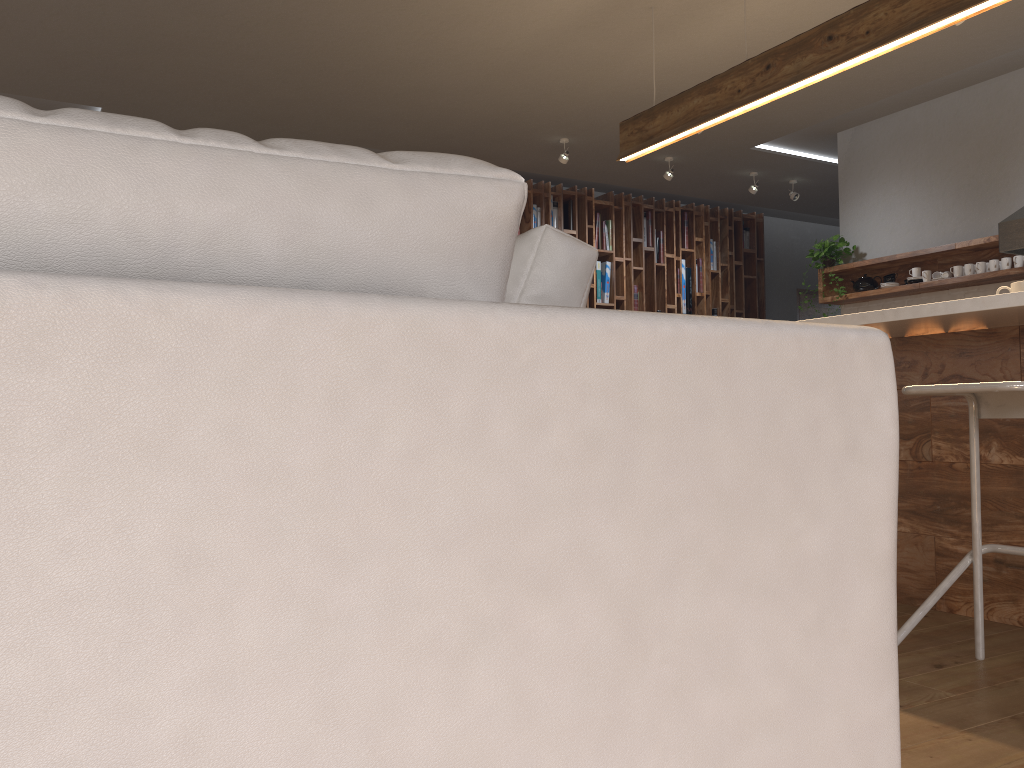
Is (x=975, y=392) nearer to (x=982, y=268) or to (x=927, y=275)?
(x=982, y=268)

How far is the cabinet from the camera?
2.69m

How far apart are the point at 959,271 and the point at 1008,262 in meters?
0.3 m

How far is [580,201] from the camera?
7.9 meters

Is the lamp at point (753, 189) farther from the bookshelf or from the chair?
the chair

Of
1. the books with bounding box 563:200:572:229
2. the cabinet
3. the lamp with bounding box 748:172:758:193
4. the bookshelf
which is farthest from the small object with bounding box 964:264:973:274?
the books with bounding box 563:200:572:229

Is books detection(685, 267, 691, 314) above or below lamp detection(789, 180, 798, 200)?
below

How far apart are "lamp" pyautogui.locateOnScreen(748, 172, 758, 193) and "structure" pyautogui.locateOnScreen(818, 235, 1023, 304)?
1.3 meters

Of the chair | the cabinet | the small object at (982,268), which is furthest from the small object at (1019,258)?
the chair

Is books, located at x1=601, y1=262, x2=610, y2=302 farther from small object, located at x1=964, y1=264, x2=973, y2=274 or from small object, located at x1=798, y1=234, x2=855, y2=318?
small object, located at x1=964, y1=264, x2=973, y2=274
